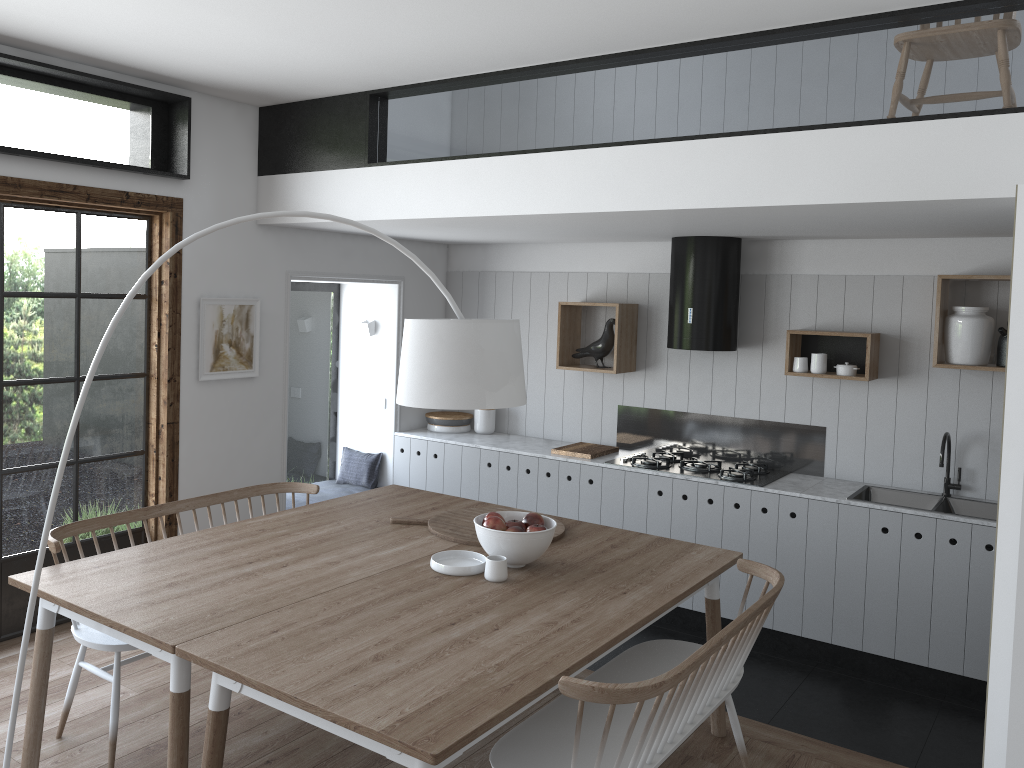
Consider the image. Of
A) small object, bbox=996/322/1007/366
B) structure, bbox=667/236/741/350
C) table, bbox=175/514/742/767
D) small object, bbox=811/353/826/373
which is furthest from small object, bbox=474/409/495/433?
small object, bbox=996/322/1007/366

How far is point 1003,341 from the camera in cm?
Result: 461

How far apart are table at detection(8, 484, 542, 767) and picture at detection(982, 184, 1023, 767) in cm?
200

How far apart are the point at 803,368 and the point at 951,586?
1.4 meters

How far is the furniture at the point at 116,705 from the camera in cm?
320

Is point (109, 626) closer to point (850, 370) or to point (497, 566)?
point (497, 566)

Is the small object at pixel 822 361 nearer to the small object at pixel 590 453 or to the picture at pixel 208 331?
the small object at pixel 590 453

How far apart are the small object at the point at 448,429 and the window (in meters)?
2.09

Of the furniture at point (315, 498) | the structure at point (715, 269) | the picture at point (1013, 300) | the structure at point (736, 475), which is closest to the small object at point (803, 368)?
the structure at point (715, 269)

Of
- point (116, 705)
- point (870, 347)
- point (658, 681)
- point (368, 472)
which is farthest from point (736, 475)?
point (116, 705)
